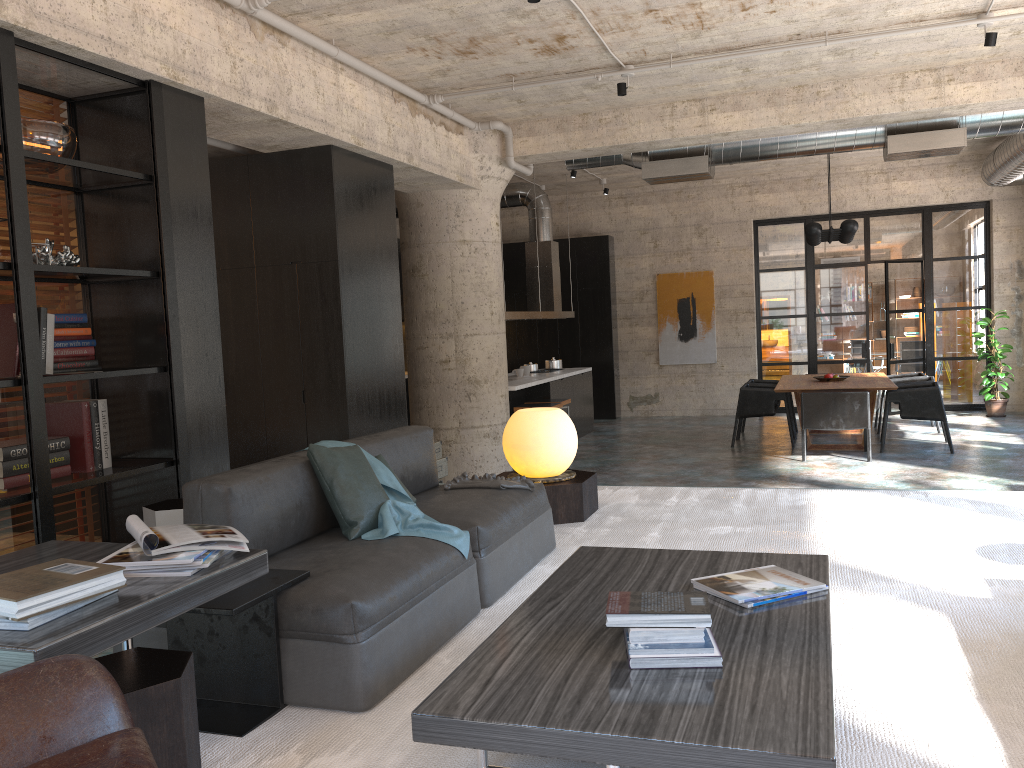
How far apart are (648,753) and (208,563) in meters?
1.2 m

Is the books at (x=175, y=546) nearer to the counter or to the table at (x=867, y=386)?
the counter

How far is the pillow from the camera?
3.44m

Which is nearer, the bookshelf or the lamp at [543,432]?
the bookshelf

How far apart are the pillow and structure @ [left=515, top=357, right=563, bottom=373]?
8.52m

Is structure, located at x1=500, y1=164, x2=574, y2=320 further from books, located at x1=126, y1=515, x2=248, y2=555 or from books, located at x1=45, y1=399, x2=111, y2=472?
books, located at x1=126, y1=515, x2=248, y2=555

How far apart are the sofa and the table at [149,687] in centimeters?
45cm

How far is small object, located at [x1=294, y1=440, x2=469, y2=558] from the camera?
3.4 meters

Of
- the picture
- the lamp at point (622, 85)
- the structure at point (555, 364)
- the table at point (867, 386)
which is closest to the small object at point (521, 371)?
the structure at point (555, 364)

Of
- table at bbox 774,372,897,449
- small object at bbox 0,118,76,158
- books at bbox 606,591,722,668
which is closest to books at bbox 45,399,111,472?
small object at bbox 0,118,76,158
